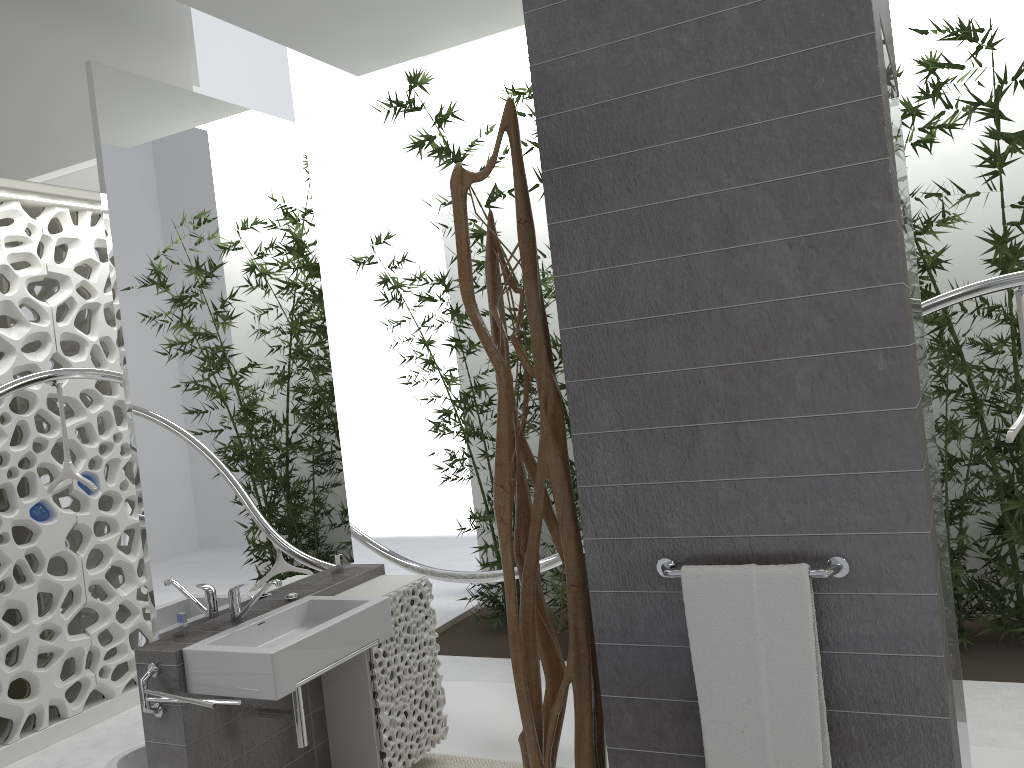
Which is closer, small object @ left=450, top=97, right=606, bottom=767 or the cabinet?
small object @ left=450, top=97, right=606, bottom=767

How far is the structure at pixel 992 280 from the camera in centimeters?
347cm

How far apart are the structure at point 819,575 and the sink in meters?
1.3

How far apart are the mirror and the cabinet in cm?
3

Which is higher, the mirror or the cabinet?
the mirror

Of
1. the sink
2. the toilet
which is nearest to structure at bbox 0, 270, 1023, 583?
the sink

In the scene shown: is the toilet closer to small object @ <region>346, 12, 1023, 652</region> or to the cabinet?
the cabinet

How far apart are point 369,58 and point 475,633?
4.1m

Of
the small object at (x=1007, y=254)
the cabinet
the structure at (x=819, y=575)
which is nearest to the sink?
the cabinet

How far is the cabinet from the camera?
3.0 meters
